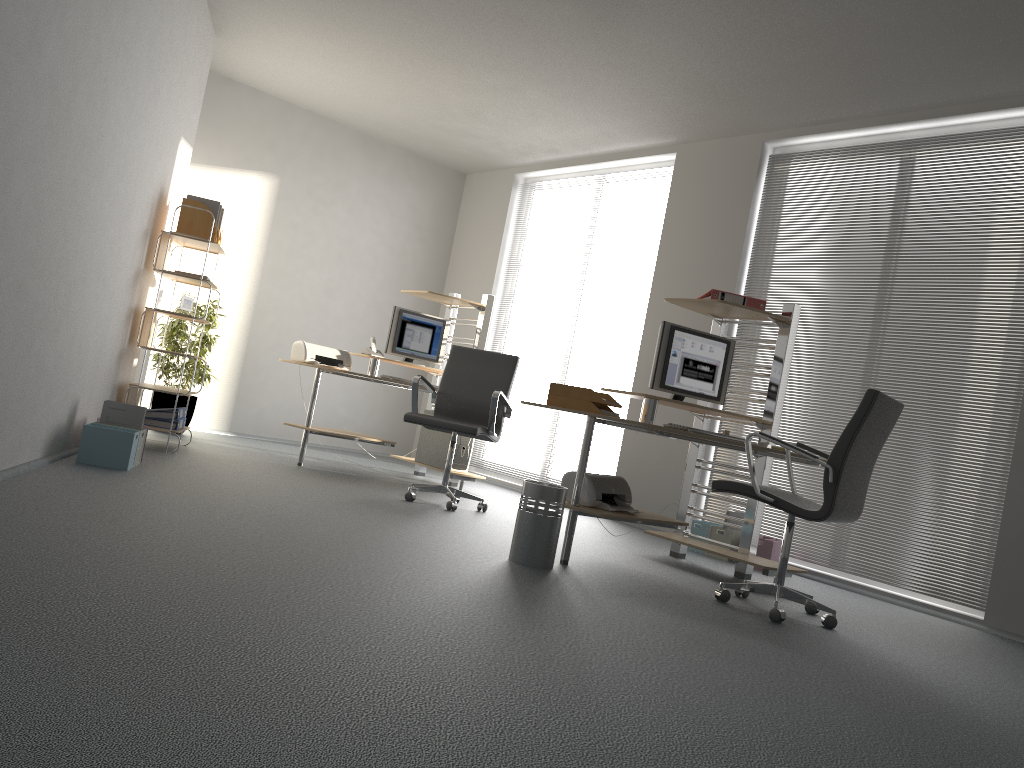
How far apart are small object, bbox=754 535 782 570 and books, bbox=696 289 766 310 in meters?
1.5 m

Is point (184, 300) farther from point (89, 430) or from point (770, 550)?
point (770, 550)

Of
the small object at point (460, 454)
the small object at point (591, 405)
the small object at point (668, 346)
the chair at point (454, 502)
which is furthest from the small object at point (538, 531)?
the small object at point (460, 454)

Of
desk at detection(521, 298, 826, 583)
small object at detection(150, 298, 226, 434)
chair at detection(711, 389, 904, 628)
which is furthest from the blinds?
small object at detection(150, 298, 226, 434)

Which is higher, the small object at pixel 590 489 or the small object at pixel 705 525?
the small object at pixel 590 489

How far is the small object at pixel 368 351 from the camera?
6.8 meters

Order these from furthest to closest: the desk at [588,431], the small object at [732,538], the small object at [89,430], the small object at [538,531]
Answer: the small object at [732,538] < the small object at [89,430] < the desk at [588,431] < the small object at [538,531]

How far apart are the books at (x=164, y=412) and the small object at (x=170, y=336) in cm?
97

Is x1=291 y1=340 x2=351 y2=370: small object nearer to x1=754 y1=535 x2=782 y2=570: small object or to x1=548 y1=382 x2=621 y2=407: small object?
x1=548 y1=382 x2=621 y2=407: small object

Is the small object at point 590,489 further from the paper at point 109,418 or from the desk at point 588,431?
the paper at point 109,418
